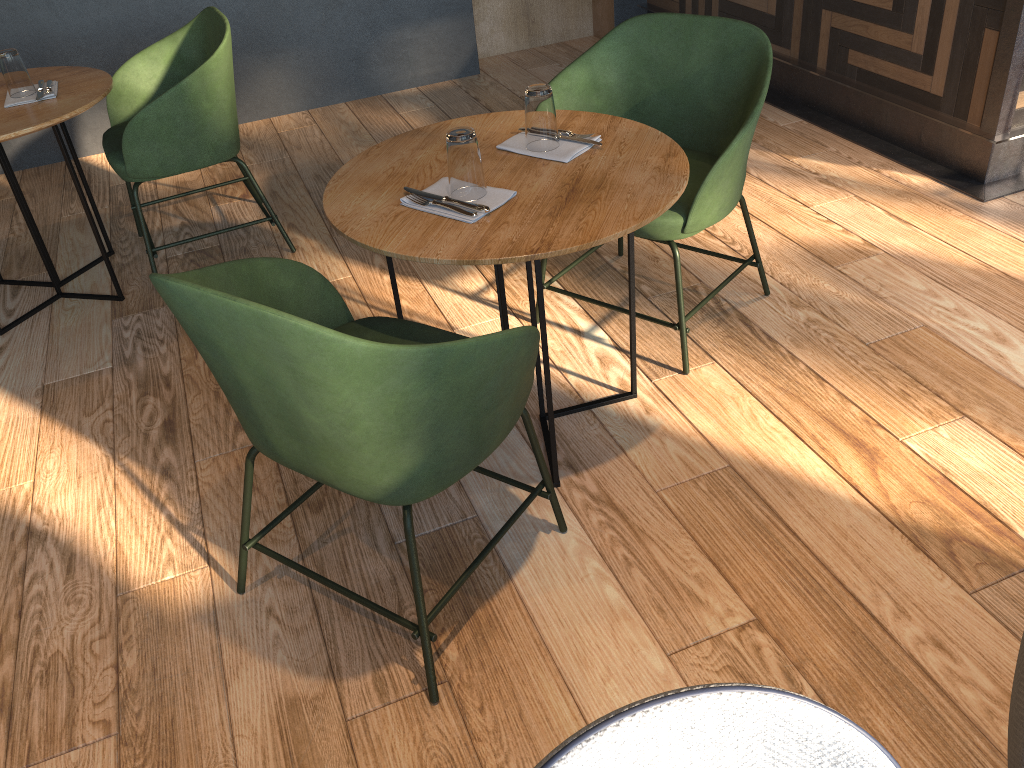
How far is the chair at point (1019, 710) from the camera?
0.8 meters

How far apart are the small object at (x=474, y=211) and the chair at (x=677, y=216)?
0.53m

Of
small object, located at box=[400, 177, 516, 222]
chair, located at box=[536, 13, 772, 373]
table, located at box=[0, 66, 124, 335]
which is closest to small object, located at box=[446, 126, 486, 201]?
small object, located at box=[400, 177, 516, 222]

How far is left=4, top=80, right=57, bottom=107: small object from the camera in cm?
275

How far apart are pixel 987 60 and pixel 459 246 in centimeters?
233cm

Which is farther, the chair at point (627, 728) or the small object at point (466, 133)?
the small object at point (466, 133)

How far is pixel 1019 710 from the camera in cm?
81

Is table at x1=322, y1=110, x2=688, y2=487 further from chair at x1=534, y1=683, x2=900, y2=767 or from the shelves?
the shelves

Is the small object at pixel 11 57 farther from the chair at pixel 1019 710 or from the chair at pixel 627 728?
the chair at pixel 1019 710

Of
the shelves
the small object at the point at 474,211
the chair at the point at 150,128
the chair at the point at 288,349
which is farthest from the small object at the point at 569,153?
the shelves
